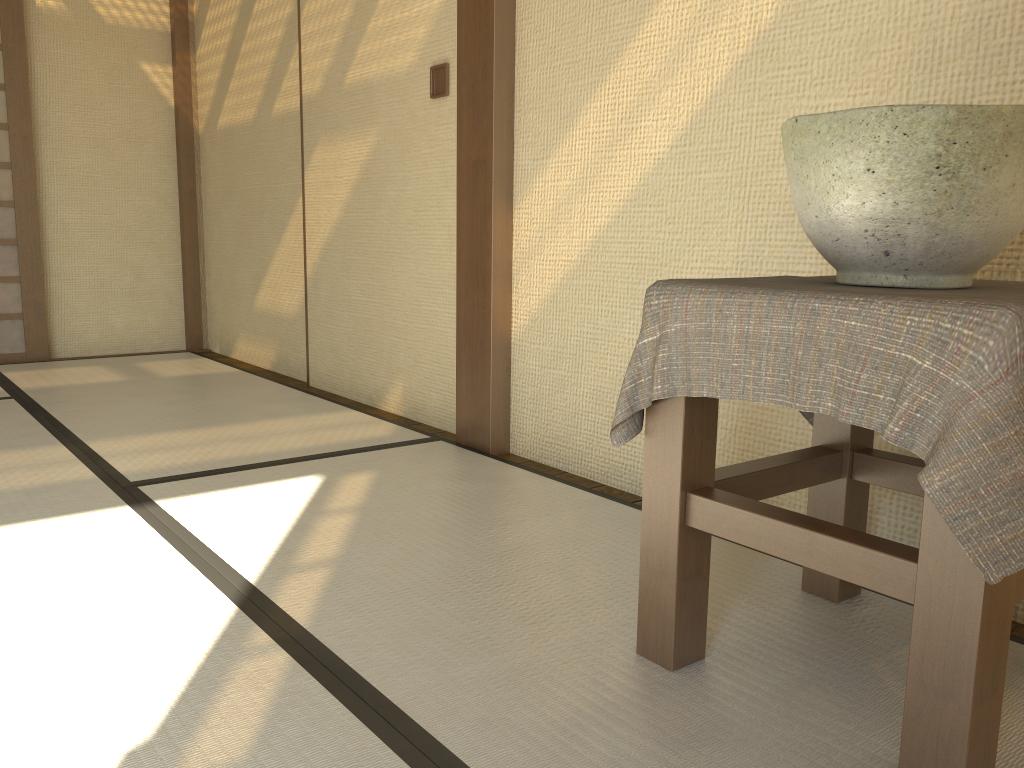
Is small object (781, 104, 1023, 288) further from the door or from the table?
the door

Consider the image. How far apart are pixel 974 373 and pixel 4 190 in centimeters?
451cm

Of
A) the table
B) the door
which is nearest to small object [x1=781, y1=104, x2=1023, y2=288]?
the table

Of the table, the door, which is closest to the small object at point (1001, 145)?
the table

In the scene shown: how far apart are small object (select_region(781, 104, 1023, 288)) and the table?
0.0 meters

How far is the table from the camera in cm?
93

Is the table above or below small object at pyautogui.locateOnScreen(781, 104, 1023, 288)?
below

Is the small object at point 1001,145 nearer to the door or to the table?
the table

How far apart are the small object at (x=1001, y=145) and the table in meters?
0.0 m

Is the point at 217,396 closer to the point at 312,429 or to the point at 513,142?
the point at 312,429
